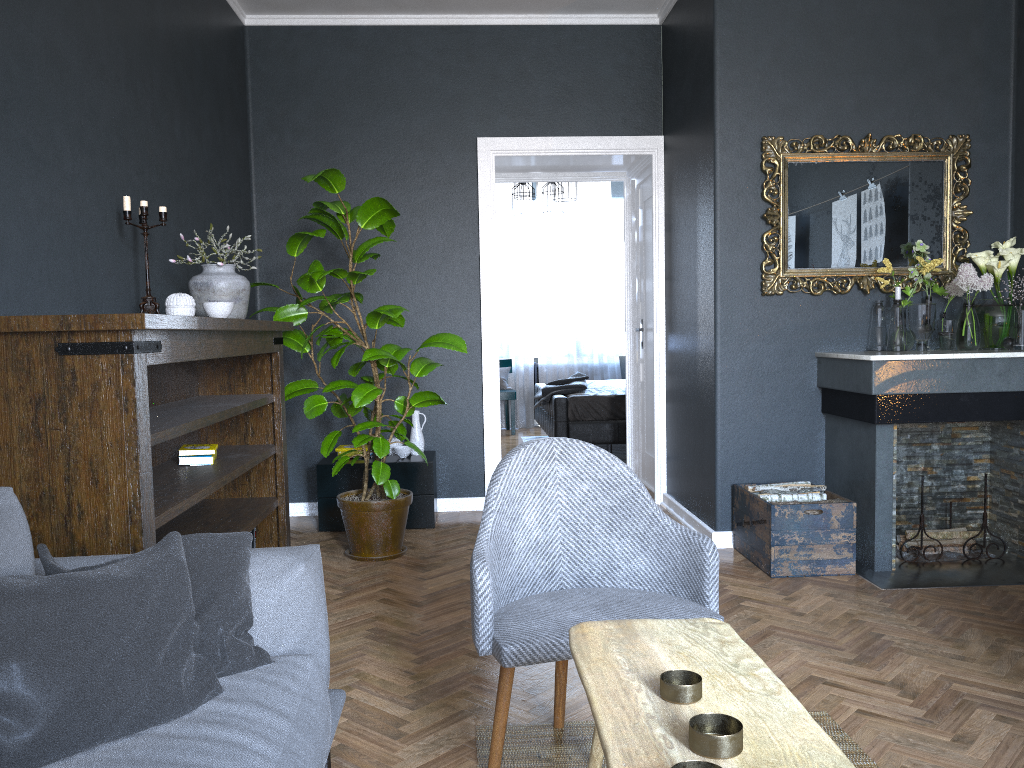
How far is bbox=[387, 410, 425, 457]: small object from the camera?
5.1m

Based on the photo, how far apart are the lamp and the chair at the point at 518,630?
6.5 meters

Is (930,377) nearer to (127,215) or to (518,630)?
(518,630)

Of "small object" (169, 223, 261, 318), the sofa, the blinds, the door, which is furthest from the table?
the blinds

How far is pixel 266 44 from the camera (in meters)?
→ 5.30

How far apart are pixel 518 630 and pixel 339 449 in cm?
324

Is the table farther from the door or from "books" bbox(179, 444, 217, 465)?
the door

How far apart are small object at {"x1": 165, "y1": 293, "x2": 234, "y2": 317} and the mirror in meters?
2.5

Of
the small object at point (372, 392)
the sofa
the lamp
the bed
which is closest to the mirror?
the small object at point (372, 392)

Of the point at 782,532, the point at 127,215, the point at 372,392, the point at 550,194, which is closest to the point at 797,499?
the point at 782,532
